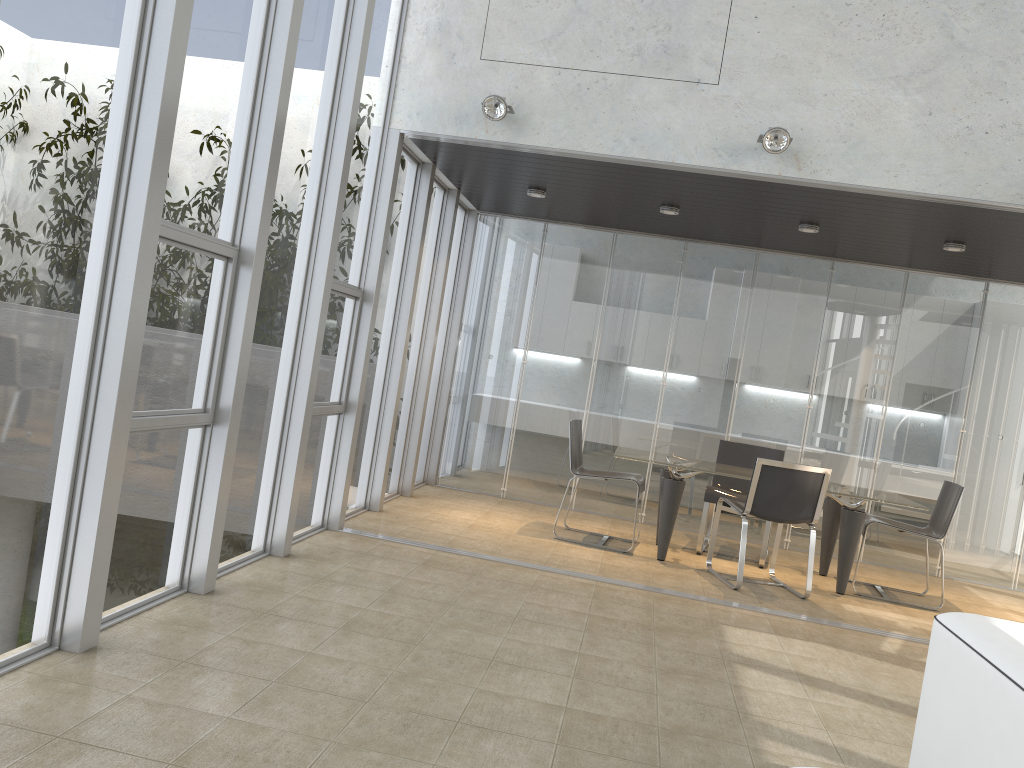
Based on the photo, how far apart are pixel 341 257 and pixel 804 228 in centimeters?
357cm

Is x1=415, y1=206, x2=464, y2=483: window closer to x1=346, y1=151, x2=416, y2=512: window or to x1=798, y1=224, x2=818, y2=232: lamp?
x1=346, y1=151, x2=416, y2=512: window

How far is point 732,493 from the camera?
7.1 meters

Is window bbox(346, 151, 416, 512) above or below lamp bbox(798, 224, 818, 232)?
below

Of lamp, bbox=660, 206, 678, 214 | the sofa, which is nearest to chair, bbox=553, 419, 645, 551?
lamp, bbox=660, 206, 678, 214

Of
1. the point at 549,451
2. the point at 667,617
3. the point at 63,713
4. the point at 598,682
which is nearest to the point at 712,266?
the point at 549,451

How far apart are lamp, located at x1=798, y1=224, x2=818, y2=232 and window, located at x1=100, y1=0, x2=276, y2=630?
4.35m

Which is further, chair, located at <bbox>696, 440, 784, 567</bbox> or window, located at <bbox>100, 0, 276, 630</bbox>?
chair, located at <bbox>696, 440, 784, 567</bbox>

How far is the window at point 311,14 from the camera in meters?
4.5

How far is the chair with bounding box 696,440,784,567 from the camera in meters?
7.1 m
